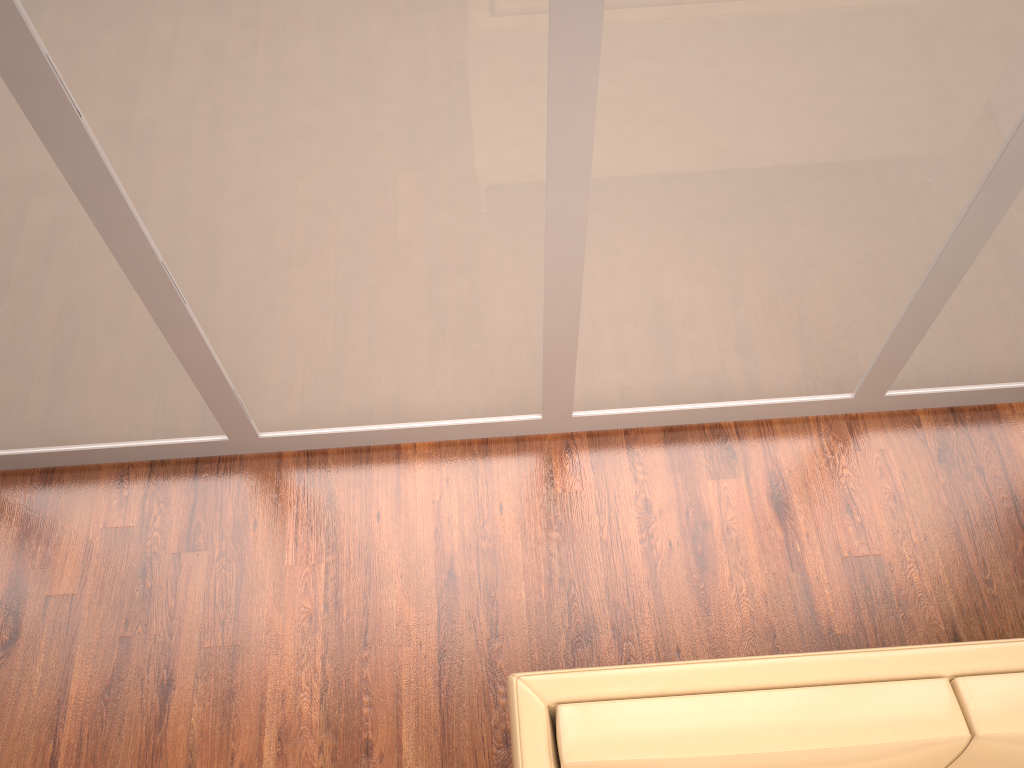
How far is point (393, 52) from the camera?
1.71m

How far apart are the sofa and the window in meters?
1.0

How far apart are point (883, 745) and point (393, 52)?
1.61m

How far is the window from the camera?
1.7 meters

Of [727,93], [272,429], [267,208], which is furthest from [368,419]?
[727,93]

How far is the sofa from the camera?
1.66m

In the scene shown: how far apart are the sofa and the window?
1.0 meters

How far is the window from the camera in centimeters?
171cm

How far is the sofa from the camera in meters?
1.7 m
